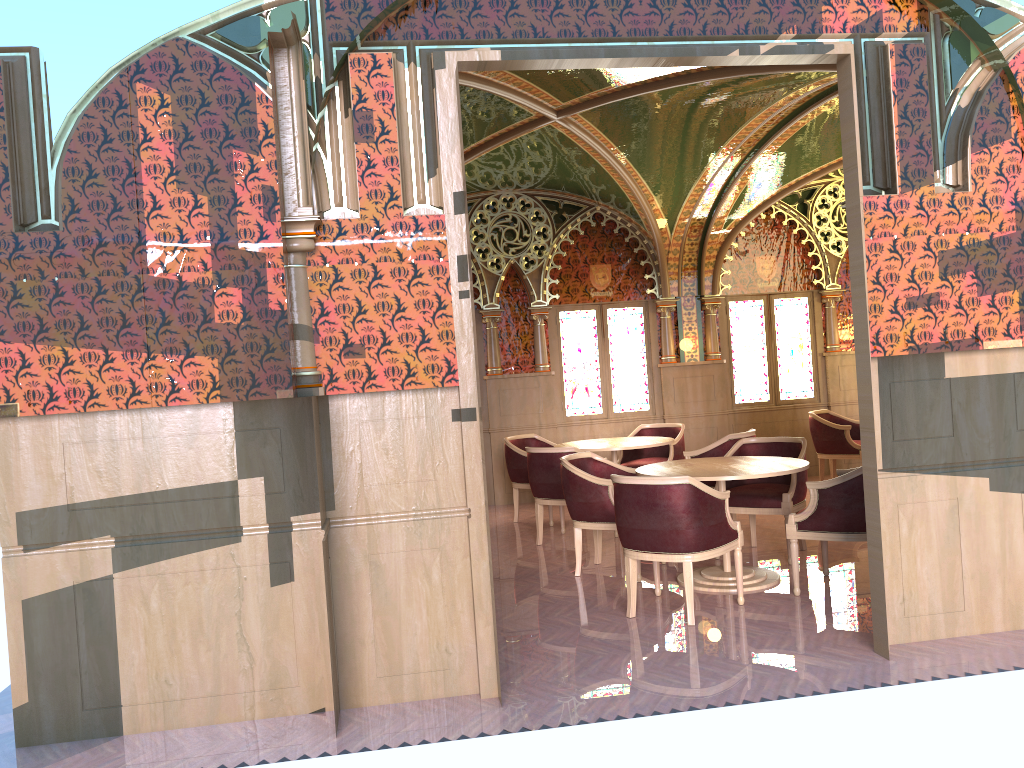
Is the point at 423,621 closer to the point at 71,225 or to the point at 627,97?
the point at 71,225

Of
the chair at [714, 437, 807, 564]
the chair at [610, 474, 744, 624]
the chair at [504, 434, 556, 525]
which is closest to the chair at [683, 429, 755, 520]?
the chair at [714, 437, 807, 564]

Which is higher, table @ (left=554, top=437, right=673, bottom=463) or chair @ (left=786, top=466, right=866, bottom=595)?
table @ (left=554, top=437, right=673, bottom=463)

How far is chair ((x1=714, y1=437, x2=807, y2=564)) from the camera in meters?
6.4

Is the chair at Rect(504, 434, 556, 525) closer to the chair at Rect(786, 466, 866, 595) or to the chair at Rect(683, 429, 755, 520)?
the chair at Rect(683, 429, 755, 520)

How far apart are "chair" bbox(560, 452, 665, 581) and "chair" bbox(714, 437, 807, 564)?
0.75m

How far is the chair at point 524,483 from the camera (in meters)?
8.70

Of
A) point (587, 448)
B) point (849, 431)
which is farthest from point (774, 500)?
point (849, 431)

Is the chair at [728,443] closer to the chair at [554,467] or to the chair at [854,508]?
the chair at [554,467]

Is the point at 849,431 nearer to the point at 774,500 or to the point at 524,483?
the point at 774,500
